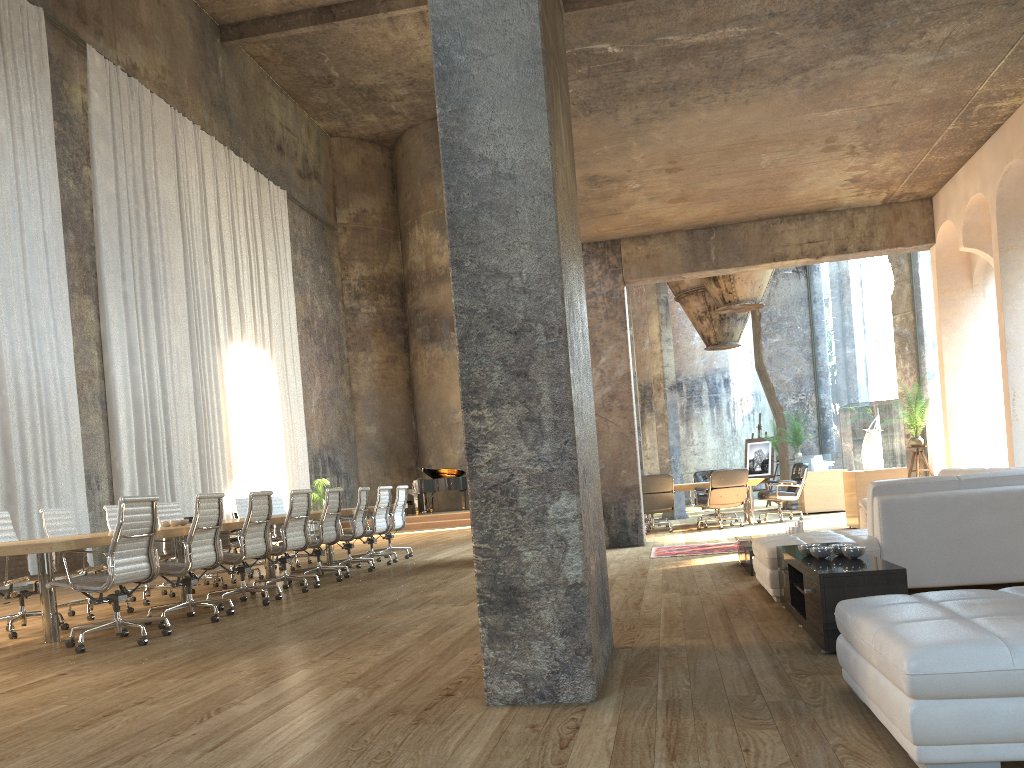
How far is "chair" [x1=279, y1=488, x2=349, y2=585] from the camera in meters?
9.4

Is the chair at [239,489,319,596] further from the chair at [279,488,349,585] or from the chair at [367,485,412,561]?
the chair at [367,485,412,561]

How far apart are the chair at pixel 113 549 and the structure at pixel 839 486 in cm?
1133

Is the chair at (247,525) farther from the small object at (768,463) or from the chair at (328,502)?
the small object at (768,463)

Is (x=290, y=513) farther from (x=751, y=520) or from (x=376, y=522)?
(x=751, y=520)

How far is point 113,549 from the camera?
5.8m

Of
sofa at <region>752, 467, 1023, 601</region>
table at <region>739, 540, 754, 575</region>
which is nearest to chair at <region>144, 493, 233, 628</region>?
sofa at <region>752, 467, 1023, 601</region>

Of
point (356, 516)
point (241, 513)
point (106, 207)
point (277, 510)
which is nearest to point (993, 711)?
point (356, 516)

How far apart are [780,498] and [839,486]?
2.0 meters

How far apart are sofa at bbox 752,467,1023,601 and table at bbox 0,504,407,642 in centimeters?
437cm
